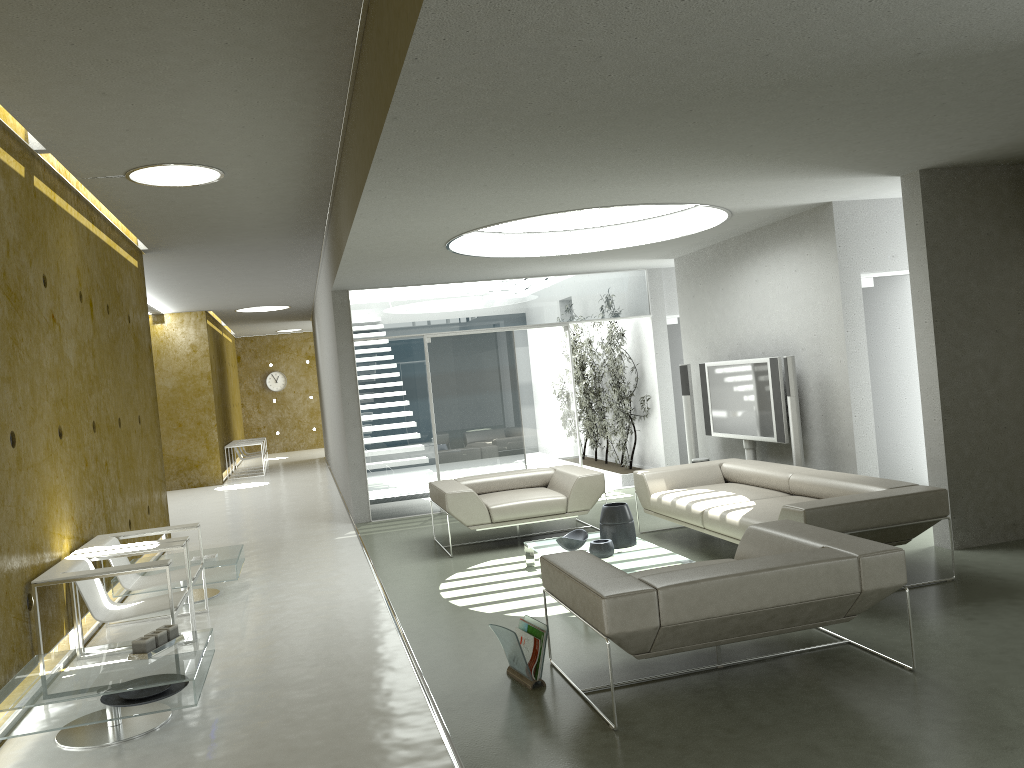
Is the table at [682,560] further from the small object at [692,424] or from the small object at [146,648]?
the small object at [692,424]

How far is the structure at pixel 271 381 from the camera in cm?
2456

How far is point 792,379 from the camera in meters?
7.5 m

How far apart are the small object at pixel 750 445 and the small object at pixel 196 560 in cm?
499

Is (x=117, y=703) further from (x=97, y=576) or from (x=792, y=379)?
(x=792, y=379)

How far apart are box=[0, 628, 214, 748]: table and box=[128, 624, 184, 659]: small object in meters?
0.0

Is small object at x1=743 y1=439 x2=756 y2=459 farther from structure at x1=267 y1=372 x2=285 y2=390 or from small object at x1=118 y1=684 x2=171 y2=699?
structure at x1=267 y1=372 x2=285 y2=390

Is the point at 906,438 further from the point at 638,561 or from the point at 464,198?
the point at 464,198

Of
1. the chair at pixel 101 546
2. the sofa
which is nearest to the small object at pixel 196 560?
the chair at pixel 101 546

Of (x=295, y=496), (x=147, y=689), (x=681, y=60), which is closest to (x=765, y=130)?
(x=681, y=60)
